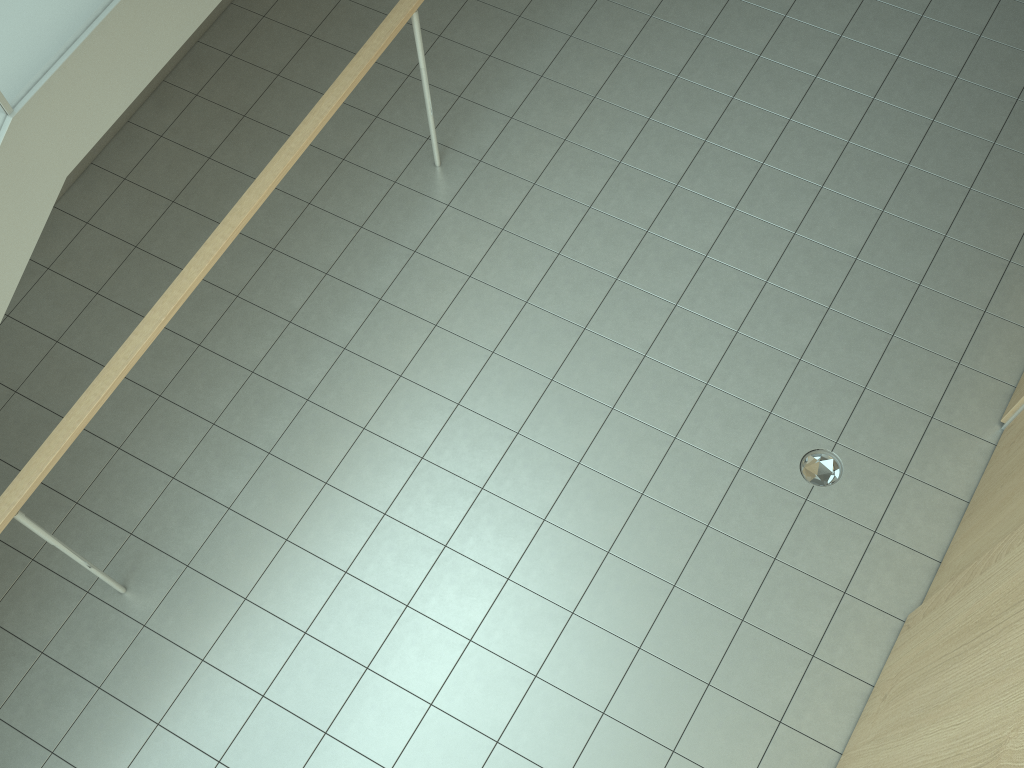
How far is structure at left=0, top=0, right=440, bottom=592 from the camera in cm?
270

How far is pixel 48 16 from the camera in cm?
270

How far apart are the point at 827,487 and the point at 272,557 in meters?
2.5 m

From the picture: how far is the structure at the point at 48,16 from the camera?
2.70m
